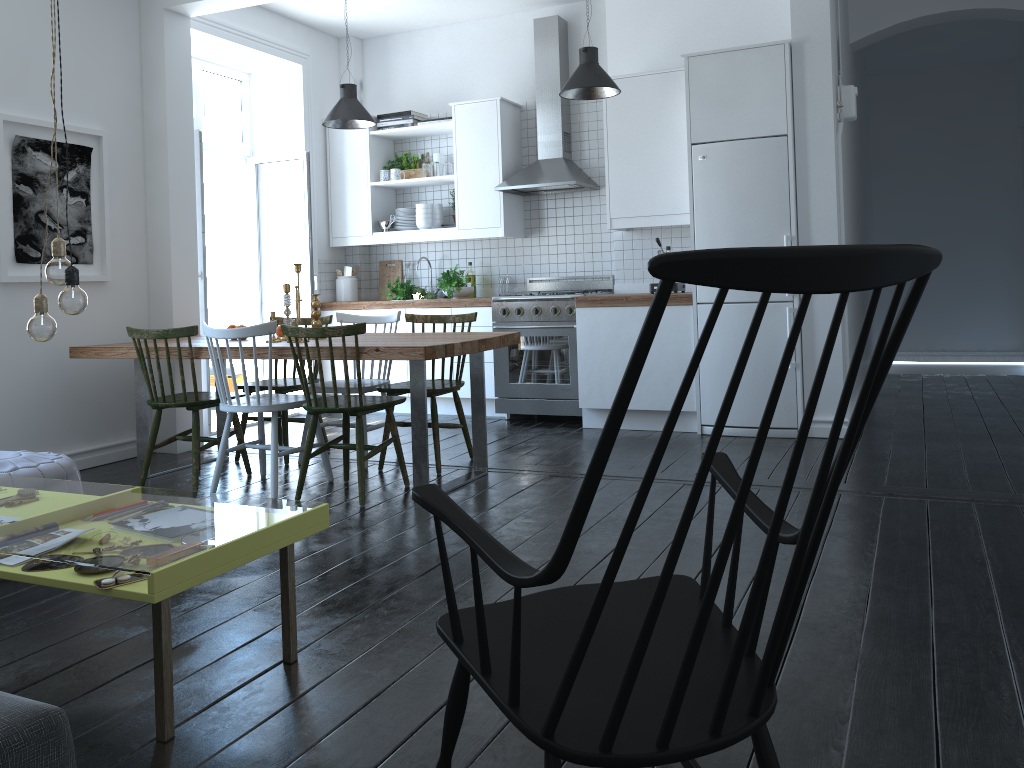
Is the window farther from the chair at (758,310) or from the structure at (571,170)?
the chair at (758,310)

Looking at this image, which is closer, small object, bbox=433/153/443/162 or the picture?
the picture

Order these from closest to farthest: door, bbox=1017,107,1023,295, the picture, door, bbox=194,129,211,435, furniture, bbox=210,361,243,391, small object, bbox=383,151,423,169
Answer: the picture → door, bbox=194,129,211,435 → small object, bbox=383,151,423,169 → furniture, bbox=210,361,243,391 → door, bbox=1017,107,1023,295

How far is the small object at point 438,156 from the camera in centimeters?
690cm

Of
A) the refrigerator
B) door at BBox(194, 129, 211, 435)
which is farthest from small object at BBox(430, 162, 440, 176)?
the refrigerator

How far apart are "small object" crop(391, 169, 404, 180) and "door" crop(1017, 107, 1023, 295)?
5.9 meters

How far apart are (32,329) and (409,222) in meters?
4.7 m

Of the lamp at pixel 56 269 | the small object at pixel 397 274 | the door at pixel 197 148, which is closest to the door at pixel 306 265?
the small object at pixel 397 274

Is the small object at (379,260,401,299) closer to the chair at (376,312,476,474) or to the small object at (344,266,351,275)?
→ the small object at (344,266,351,275)

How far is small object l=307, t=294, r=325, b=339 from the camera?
4.77m
